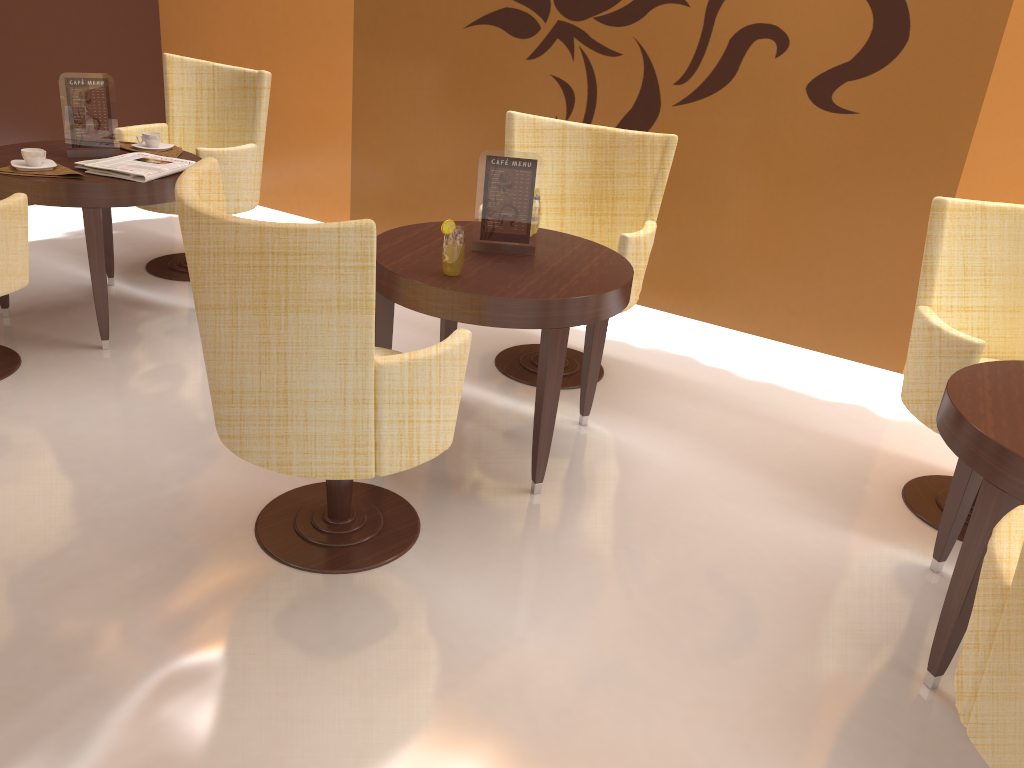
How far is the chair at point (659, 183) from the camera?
3.6 meters

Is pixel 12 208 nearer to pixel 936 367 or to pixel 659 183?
pixel 659 183

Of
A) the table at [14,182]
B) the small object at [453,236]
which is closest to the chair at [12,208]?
the table at [14,182]

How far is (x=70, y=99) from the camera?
3.58m

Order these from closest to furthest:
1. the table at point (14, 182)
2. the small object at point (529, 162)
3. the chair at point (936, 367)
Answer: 1. the chair at point (936, 367)
2. the small object at point (529, 162)
3. the table at point (14, 182)

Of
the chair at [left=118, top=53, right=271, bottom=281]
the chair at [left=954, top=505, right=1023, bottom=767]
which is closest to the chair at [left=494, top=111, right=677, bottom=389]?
the chair at [left=118, top=53, right=271, bottom=281]

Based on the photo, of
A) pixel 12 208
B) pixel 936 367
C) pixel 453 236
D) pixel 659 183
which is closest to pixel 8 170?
pixel 12 208

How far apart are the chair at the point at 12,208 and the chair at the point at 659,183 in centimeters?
182cm

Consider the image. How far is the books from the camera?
3.40m

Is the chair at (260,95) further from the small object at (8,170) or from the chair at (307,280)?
the chair at (307,280)
